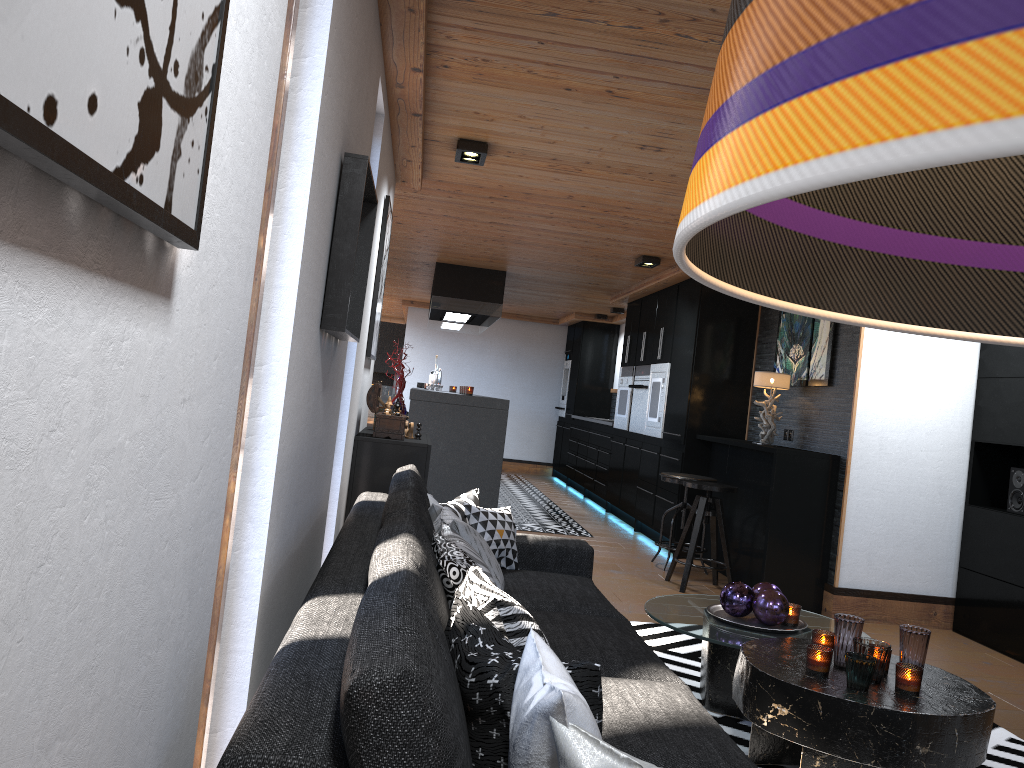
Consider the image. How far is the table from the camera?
2.50m

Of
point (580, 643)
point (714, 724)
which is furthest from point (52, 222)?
point (580, 643)

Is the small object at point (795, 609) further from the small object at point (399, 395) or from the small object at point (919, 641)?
the small object at point (399, 395)

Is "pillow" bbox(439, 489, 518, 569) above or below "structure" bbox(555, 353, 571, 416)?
below

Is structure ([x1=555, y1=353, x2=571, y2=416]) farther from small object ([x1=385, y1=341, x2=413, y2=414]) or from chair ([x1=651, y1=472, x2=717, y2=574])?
small object ([x1=385, y1=341, x2=413, y2=414])

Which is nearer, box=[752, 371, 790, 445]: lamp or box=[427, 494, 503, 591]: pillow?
box=[427, 494, 503, 591]: pillow

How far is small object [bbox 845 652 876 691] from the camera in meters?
2.6 m

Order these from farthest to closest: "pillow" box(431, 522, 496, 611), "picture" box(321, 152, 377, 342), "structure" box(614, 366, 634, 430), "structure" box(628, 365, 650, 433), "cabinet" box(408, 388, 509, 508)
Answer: "structure" box(614, 366, 634, 430)
"structure" box(628, 365, 650, 433)
"cabinet" box(408, 388, 509, 508)
"picture" box(321, 152, 377, 342)
"pillow" box(431, 522, 496, 611)

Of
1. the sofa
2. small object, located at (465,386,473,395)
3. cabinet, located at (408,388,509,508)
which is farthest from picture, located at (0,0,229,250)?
small object, located at (465,386,473,395)

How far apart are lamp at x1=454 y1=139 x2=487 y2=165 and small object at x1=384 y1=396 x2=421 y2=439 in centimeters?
130cm
